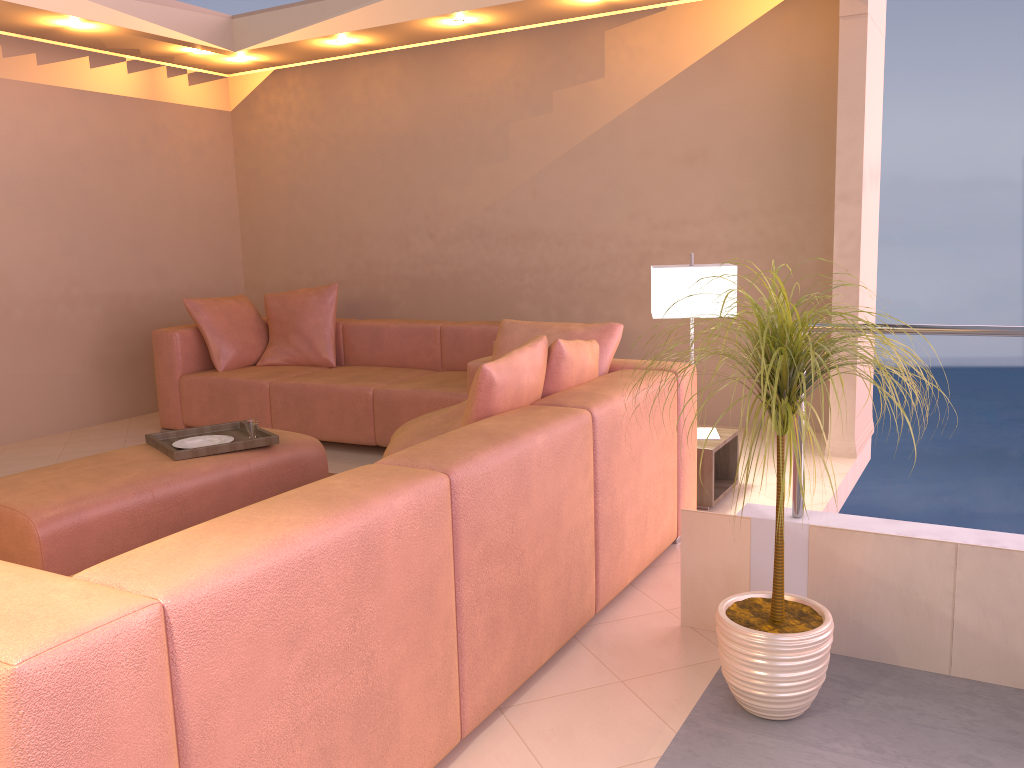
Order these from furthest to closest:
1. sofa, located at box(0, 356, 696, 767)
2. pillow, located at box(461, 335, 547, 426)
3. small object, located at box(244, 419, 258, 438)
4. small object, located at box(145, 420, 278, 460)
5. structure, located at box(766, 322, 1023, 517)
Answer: small object, located at box(244, 419, 258, 438) → small object, located at box(145, 420, 278, 460) → pillow, located at box(461, 335, 547, 426) → structure, located at box(766, 322, 1023, 517) → sofa, located at box(0, 356, 696, 767)

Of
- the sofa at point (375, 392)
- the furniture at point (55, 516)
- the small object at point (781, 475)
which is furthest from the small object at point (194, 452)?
the small object at point (781, 475)

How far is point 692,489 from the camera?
3.4 meters

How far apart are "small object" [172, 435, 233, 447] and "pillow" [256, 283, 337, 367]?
1.94m

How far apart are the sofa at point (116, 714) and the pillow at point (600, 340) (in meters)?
0.07

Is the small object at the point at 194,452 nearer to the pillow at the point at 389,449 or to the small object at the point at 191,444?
the small object at the point at 191,444

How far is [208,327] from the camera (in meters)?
5.57

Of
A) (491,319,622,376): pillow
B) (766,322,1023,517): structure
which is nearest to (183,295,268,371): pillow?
(491,319,622,376): pillow

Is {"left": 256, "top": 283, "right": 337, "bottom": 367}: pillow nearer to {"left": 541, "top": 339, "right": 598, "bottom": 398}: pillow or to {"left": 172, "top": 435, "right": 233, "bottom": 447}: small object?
{"left": 172, "top": 435, "right": 233, "bottom": 447}: small object

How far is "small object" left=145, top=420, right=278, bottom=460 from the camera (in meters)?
3.45
